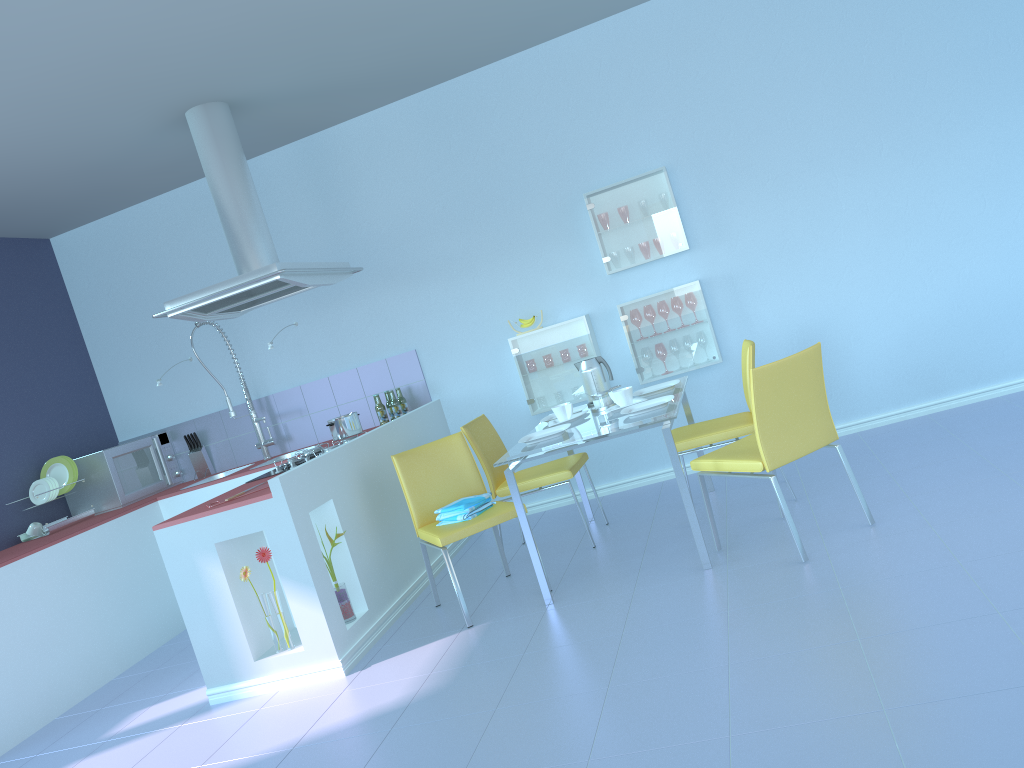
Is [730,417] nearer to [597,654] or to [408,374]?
[597,654]

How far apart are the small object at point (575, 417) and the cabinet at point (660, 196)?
1.1m

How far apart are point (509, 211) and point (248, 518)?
2.40m

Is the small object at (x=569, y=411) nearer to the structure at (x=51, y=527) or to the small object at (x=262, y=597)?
the small object at (x=262, y=597)

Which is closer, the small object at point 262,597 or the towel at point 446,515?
the small object at point 262,597

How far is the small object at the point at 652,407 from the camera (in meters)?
3.54

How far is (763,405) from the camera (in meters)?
3.07

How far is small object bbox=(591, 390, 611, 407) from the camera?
4.0 meters

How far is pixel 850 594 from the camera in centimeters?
269cm

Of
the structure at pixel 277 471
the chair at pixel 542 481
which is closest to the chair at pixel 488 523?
the chair at pixel 542 481
